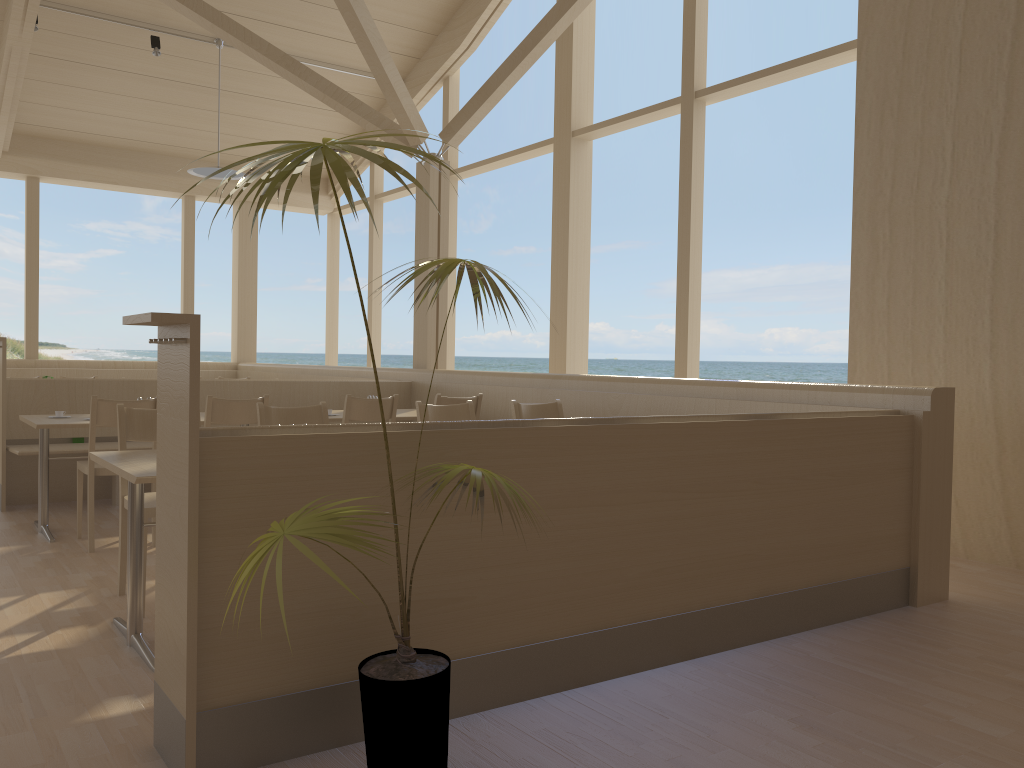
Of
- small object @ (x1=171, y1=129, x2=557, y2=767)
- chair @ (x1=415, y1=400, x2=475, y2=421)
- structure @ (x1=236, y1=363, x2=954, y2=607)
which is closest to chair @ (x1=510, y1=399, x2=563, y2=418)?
chair @ (x1=415, y1=400, x2=475, y2=421)

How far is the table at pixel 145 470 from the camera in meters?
2.8 m

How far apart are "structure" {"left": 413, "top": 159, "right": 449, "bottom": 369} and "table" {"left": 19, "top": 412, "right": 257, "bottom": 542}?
3.09m

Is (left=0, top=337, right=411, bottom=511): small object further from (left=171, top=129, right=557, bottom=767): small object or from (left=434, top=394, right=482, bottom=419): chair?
(left=171, top=129, right=557, bottom=767): small object

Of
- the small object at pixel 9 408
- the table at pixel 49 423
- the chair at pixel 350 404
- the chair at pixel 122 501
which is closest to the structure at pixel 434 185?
the small object at pixel 9 408

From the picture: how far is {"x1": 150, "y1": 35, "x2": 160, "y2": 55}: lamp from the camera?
8.4m

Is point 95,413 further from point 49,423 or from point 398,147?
point 398,147

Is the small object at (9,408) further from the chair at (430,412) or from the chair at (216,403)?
the chair at (430,412)

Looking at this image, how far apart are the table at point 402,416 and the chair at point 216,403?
0.66m

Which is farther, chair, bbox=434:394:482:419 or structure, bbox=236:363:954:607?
chair, bbox=434:394:482:419
